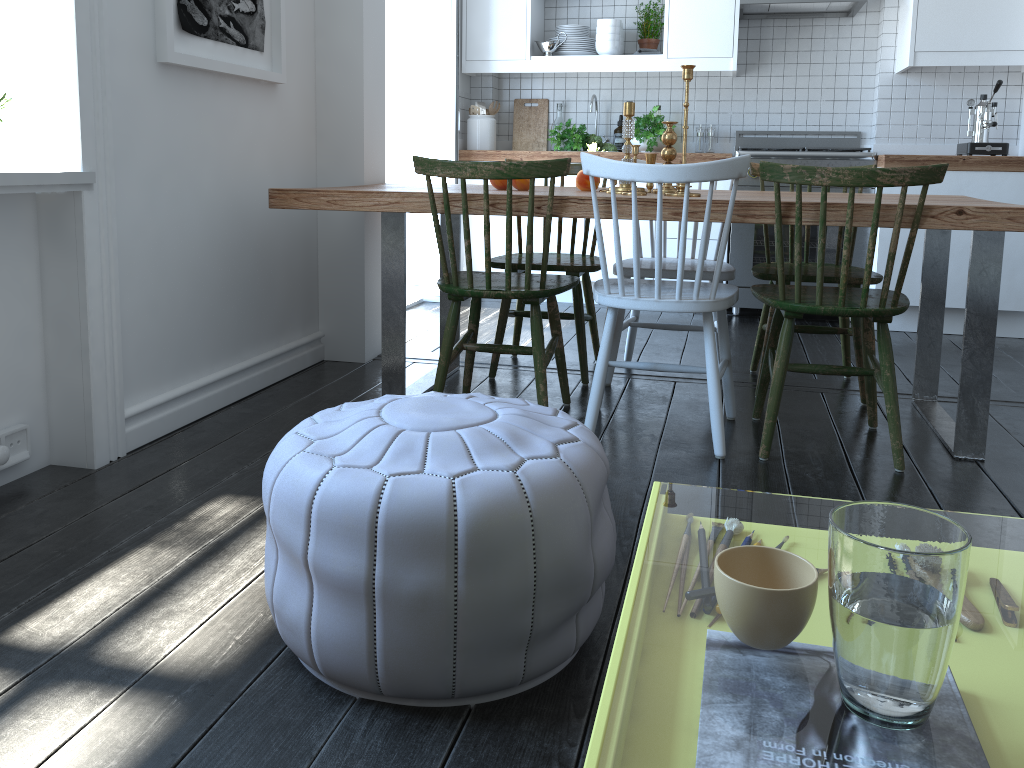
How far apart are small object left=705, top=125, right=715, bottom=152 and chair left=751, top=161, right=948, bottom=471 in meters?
2.6

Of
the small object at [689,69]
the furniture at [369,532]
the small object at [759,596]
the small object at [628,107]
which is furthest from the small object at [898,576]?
the small object at [628,107]

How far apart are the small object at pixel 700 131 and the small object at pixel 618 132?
0.4m

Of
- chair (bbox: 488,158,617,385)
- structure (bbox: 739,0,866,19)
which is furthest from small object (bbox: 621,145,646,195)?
structure (bbox: 739,0,866,19)

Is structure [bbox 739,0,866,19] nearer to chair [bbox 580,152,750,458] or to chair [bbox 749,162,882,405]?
chair [bbox 749,162,882,405]

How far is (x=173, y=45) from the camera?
2.4 meters

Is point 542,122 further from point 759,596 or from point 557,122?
point 759,596

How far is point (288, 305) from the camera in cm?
330

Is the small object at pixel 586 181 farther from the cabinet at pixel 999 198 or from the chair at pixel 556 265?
the cabinet at pixel 999 198

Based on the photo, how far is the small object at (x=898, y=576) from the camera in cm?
63
